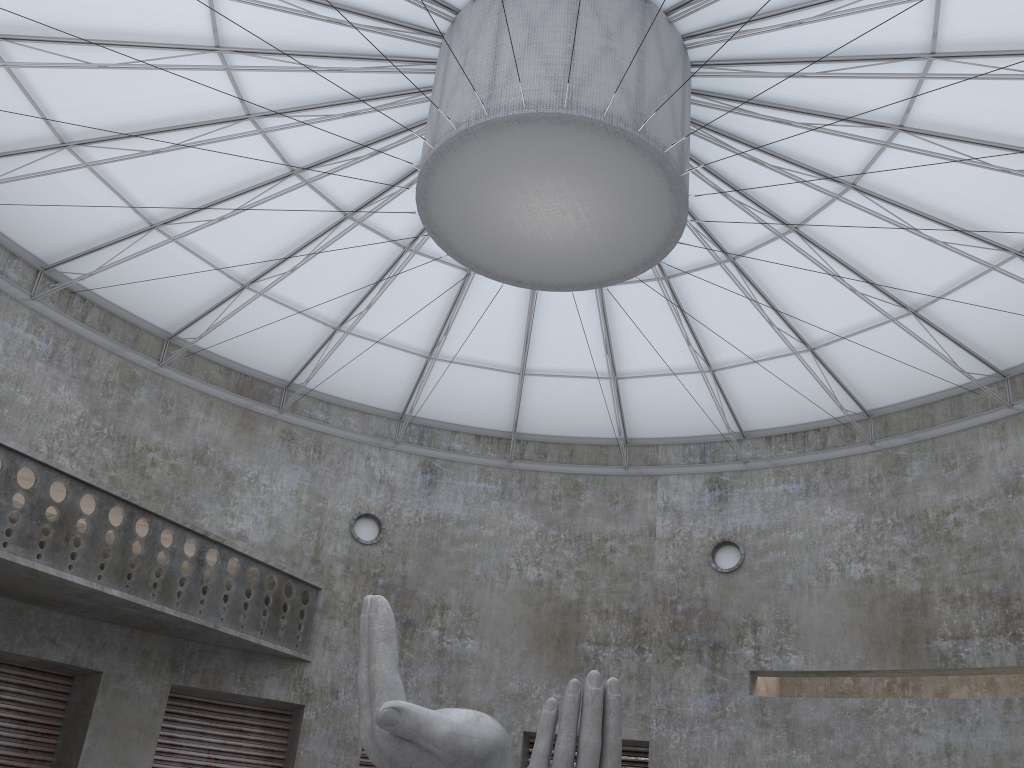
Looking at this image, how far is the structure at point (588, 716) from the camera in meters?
15.2 m

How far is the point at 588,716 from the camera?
15.24m

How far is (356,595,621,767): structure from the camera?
15.24m
